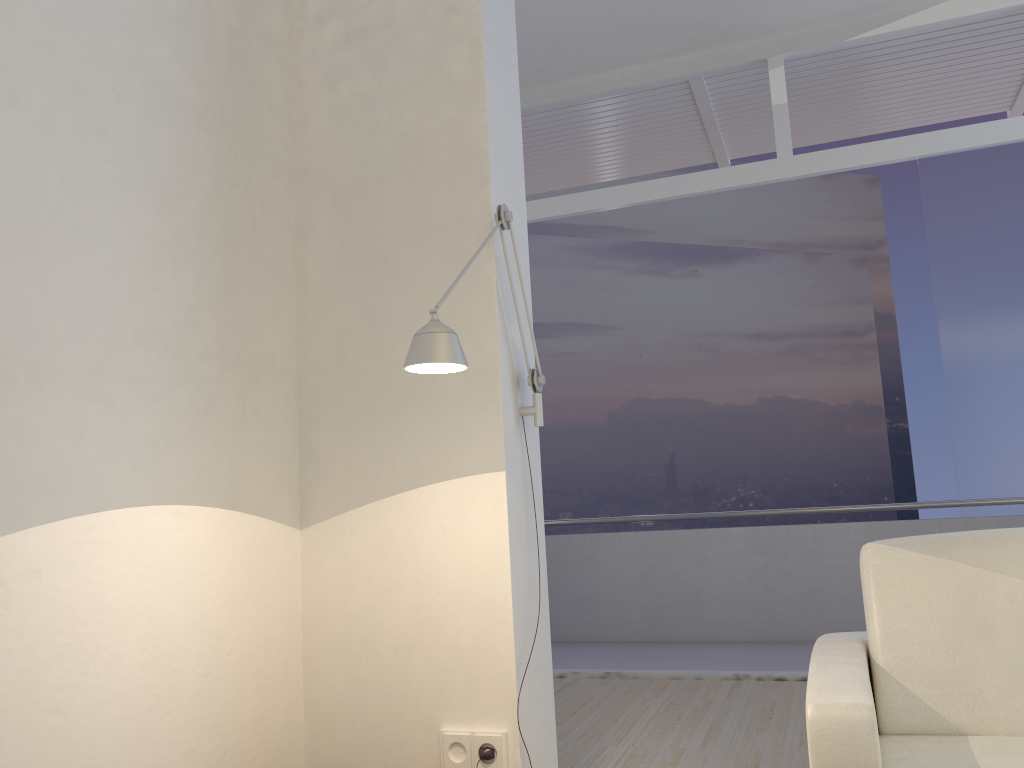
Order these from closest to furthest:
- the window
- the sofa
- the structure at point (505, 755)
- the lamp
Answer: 1. the sofa
2. the lamp
3. the structure at point (505, 755)
4. the window

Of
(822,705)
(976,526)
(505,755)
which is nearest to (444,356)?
(822,705)

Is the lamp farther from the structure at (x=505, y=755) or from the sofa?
the sofa

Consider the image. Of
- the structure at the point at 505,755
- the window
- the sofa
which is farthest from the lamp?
the window

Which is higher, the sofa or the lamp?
the lamp

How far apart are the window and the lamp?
2.84m

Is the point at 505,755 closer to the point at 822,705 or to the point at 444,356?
the point at 822,705

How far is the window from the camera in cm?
450

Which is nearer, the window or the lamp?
the lamp

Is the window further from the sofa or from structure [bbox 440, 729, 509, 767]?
structure [bbox 440, 729, 509, 767]
